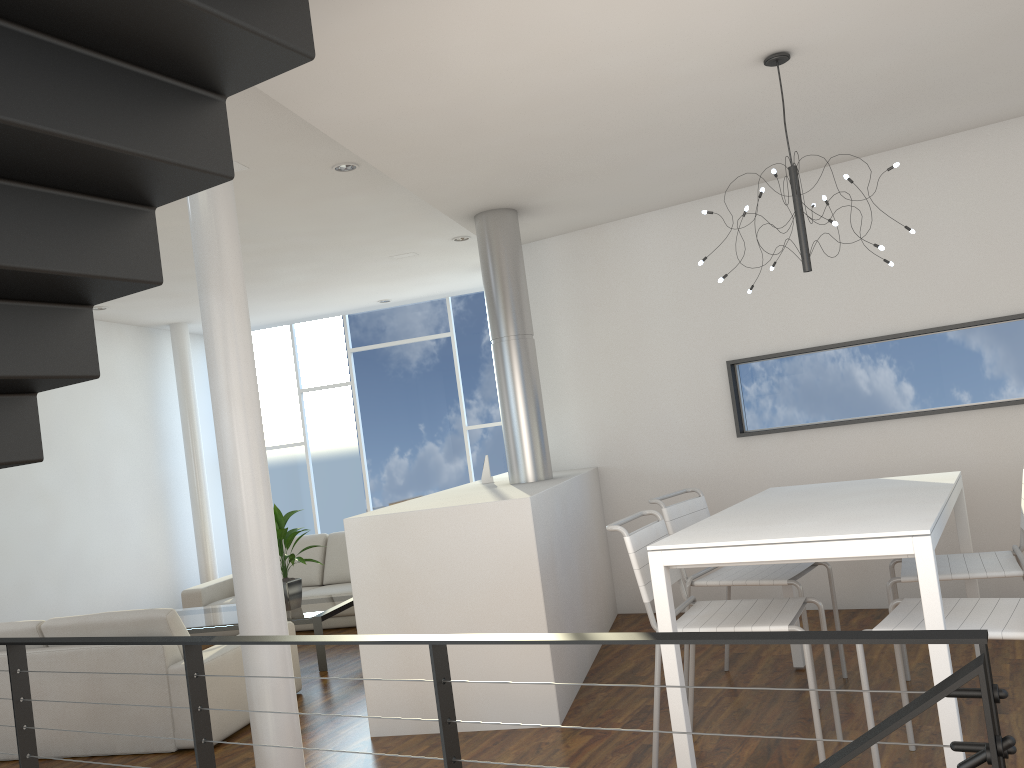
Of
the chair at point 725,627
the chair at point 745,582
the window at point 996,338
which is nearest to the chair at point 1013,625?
the chair at point 725,627

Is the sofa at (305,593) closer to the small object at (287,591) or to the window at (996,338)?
the small object at (287,591)

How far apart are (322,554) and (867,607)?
3.7m

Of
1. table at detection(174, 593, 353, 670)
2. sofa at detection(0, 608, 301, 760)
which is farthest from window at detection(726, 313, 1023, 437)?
sofa at detection(0, 608, 301, 760)

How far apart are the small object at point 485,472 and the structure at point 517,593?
0.0 meters

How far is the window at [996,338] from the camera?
4.2m

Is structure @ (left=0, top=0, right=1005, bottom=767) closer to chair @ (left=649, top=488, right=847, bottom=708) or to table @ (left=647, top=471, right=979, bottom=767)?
table @ (left=647, top=471, right=979, bottom=767)

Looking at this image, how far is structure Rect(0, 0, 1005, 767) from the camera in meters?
1.4 m

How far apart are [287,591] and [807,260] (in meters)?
3.34

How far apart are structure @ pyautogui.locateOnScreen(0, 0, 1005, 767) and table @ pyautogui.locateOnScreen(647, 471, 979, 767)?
0.9 meters
